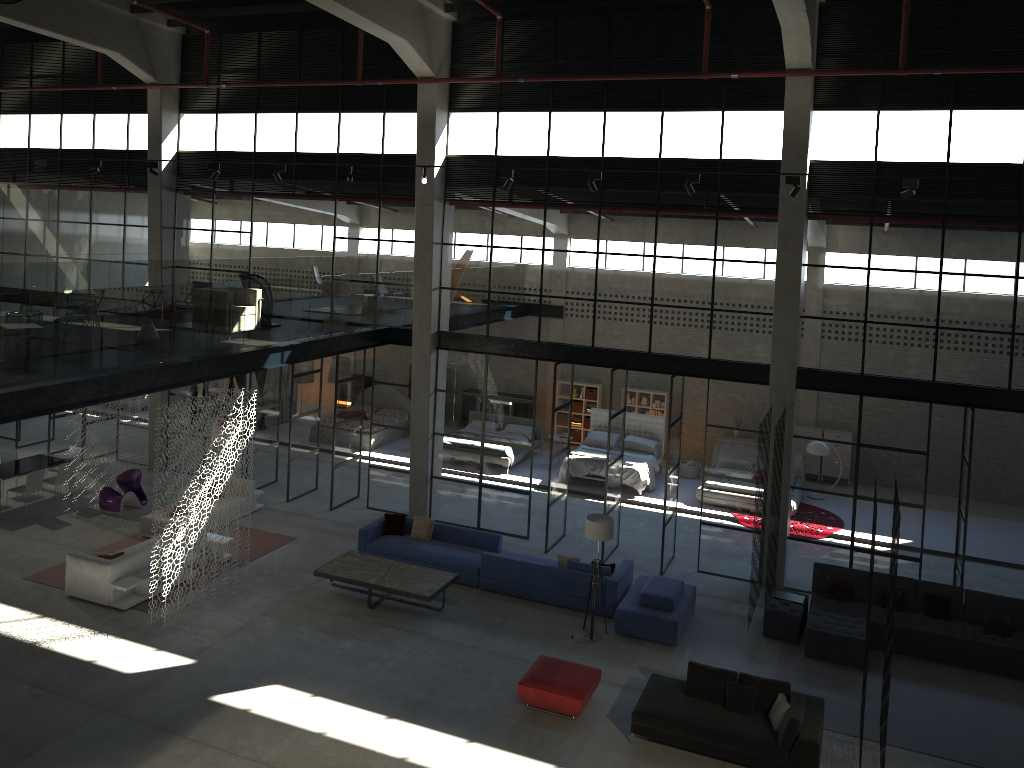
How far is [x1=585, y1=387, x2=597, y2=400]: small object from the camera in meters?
24.5 m

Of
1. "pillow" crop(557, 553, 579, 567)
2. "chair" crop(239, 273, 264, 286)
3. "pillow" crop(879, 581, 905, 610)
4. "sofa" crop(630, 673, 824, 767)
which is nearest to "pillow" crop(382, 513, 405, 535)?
→ "pillow" crop(557, 553, 579, 567)

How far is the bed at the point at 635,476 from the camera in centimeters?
2030cm

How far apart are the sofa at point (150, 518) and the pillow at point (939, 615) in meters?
13.6 m

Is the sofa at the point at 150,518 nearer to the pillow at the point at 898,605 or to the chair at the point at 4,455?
the chair at the point at 4,455

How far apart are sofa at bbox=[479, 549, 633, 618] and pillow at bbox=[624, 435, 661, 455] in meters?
Answer: 6.8 m

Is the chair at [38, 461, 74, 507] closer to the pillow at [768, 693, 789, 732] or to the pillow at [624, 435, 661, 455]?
the pillow at [624, 435, 661, 455]

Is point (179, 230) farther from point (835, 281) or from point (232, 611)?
point (835, 281)

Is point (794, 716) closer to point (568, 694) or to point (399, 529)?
point (568, 694)

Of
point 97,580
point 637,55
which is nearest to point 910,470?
point 637,55
